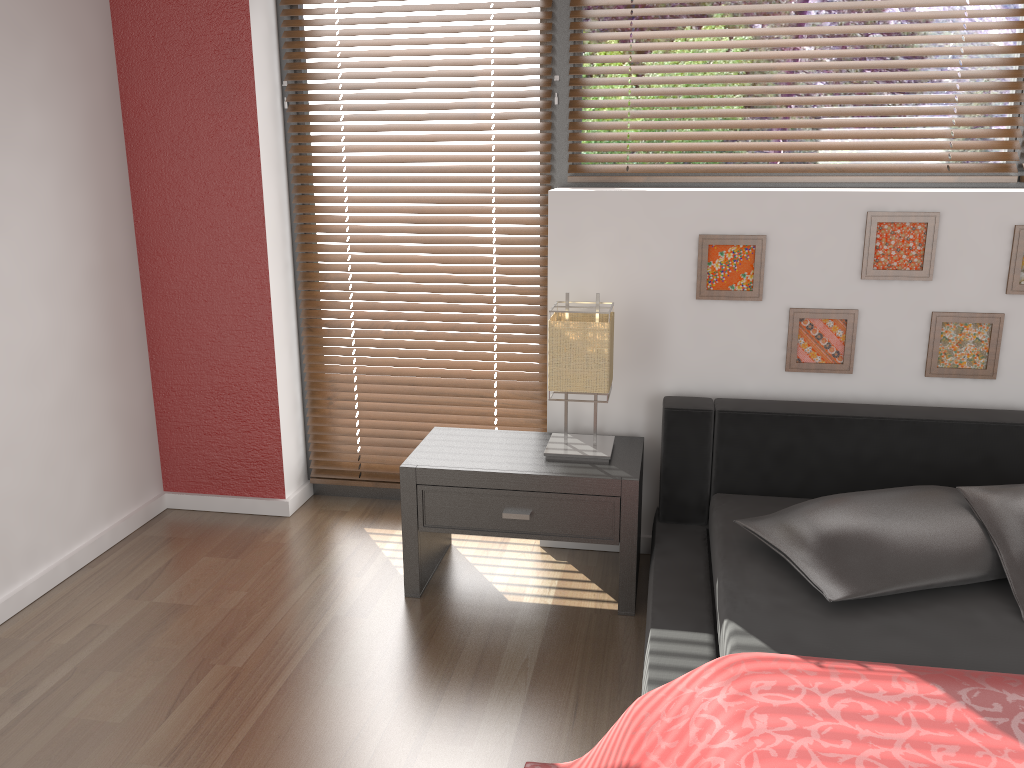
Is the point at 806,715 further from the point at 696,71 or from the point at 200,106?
the point at 200,106

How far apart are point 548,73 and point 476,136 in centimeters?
32cm

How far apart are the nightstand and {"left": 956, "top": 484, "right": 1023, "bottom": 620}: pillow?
0.8 meters

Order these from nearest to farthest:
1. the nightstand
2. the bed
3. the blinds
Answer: the bed < the nightstand < the blinds

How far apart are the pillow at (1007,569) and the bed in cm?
3

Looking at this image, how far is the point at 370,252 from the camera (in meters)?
3.20

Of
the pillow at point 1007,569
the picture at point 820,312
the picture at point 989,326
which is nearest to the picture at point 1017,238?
the picture at point 989,326

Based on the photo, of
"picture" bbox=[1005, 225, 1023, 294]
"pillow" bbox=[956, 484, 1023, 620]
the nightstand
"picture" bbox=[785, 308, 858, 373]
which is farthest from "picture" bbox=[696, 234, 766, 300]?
"pillow" bbox=[956, 484, 1023, 620]

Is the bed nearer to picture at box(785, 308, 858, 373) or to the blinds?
picture at box(785, 308, 858, 373)

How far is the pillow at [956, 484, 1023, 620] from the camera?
2.1 meters
